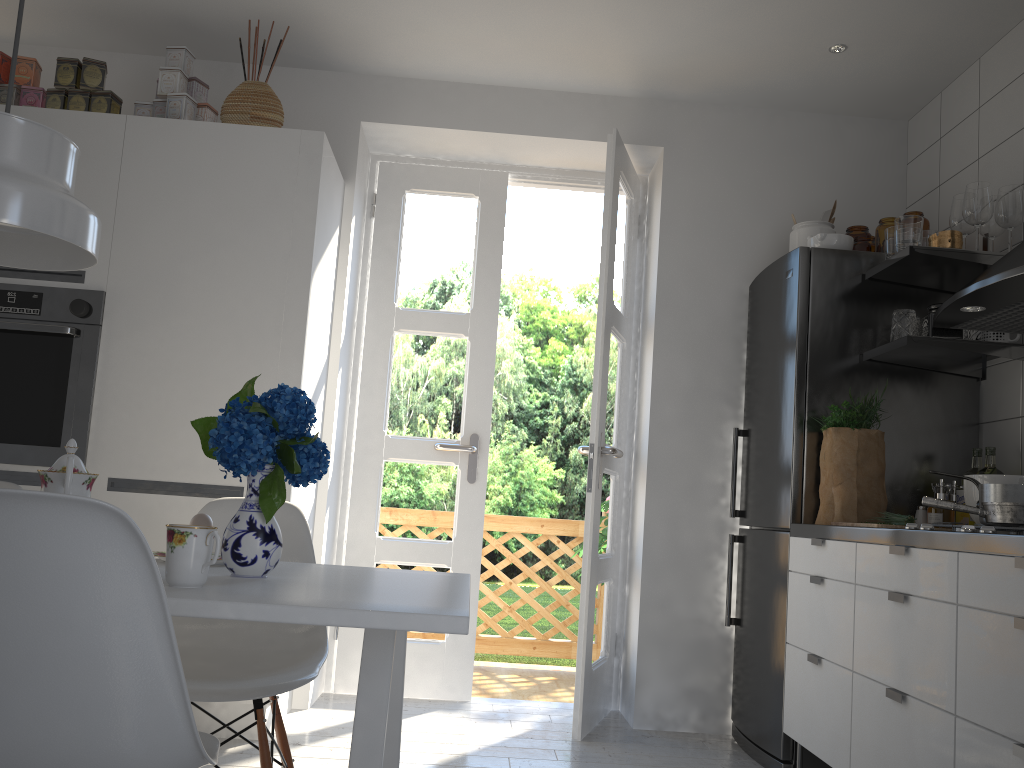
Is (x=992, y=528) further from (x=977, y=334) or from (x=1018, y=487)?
(x=977, y=334)

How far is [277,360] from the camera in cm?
304

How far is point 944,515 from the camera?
2.7m

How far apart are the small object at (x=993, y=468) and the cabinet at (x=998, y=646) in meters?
0.6 m

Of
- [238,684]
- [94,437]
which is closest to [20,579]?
[238,684]

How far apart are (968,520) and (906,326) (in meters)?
0.64

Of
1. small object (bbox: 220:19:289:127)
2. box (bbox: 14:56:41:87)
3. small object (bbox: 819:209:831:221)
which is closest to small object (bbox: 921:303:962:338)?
small object (bbox: 819:209:831:221)

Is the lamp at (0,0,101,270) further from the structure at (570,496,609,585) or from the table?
the structure at (570,496,609,585)

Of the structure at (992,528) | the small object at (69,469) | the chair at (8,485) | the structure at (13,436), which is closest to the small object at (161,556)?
the small object at (69,469)

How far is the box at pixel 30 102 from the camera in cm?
319
